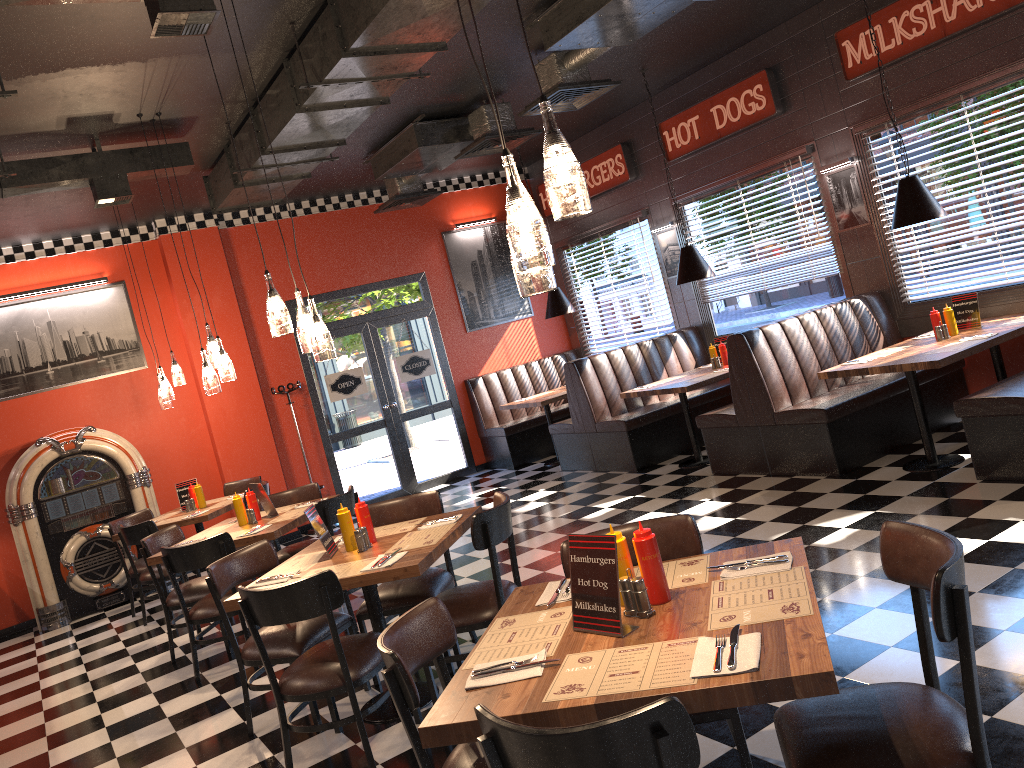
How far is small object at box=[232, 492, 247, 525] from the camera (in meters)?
6.17

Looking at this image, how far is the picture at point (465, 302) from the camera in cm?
1115

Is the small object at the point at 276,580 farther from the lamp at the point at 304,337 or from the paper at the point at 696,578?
the paper at the point at 696,578

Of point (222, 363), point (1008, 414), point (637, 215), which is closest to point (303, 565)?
point (222, 363)

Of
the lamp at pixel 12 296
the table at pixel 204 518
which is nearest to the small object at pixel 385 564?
the table at pixel 204 518

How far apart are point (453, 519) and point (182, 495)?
4.50m

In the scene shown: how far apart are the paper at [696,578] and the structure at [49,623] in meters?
7.2 m

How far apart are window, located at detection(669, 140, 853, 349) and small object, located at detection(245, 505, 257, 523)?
5.4m

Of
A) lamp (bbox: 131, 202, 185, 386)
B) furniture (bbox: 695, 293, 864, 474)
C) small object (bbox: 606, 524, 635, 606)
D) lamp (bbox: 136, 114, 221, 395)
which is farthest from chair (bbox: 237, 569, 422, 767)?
lamp (bbox: 131, 202, 185, 386)

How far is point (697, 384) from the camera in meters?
7.6
